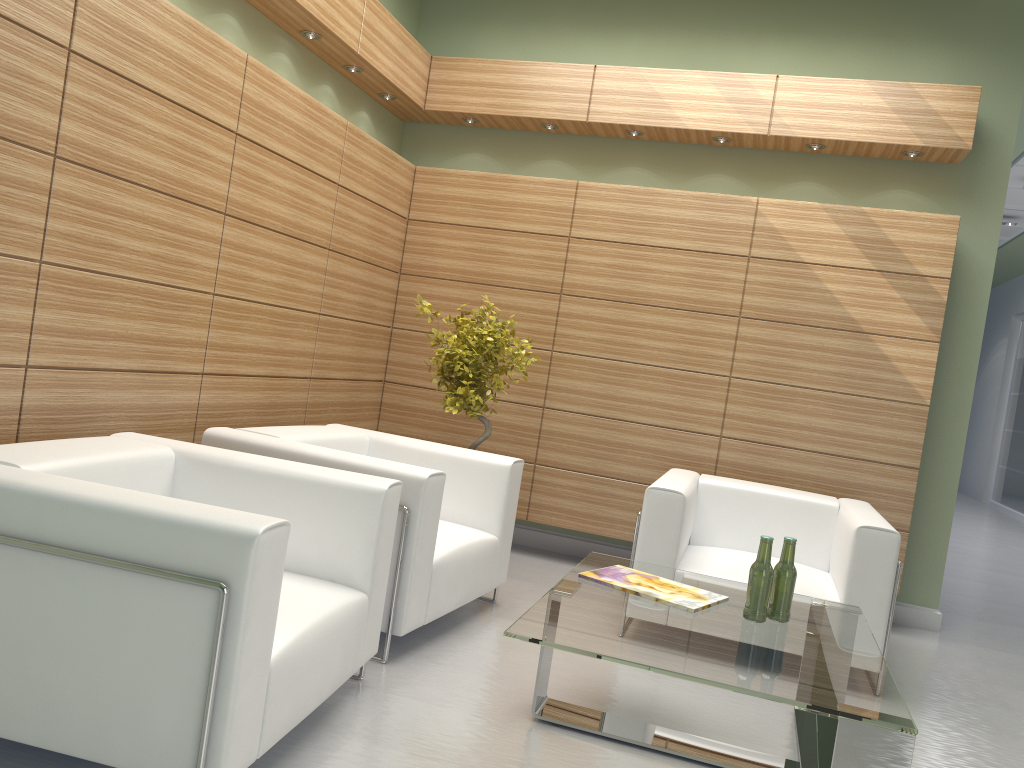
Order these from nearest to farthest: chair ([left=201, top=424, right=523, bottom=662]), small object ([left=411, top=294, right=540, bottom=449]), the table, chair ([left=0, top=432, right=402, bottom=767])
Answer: chair ([left=0, top=432, right=402, bottom=767]) < the table < chair ([left=201, top=424, right=523, bottom=662]) < small object ([left=411, top=294, right=540, bottom=449])

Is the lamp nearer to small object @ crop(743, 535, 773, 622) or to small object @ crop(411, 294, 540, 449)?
small object @ crop(411, 294, 540, 449)

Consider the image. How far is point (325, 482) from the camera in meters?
4.9 m

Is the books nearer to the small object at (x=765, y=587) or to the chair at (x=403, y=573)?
the small object at (x=765, y=587)

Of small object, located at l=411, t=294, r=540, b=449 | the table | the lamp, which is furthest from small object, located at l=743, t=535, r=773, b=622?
the lamp

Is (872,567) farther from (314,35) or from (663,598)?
(314,35)

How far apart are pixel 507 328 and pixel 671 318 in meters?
1.8

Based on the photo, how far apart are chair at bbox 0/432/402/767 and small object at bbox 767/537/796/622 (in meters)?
2.19

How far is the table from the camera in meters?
3.7

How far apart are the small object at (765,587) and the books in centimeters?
22cm
